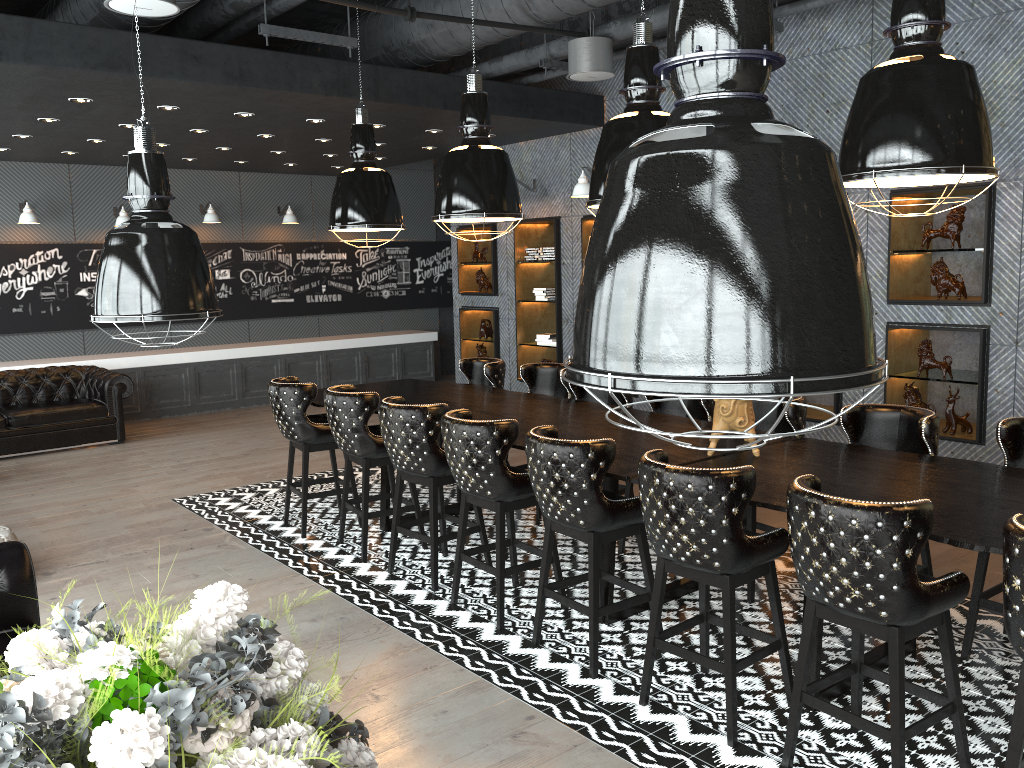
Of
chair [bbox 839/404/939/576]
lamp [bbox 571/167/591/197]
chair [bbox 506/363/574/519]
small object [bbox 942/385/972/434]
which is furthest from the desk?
lamp [bbox 571/167/591/197]

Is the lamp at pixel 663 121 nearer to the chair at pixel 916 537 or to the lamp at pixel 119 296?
the chair at pixel 916 537

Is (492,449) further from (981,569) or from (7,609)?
(981,569)

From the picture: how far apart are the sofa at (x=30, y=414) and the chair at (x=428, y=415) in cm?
565

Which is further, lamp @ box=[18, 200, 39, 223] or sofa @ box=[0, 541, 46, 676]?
lamp @ box=[18, 200, 39, 223]

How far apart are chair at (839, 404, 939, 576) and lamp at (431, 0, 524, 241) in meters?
2.3 m

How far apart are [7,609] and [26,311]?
8.7m

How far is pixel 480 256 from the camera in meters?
10.6

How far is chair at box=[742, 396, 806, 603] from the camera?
4.9m

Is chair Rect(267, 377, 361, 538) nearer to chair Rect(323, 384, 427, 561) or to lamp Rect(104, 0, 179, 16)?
chair Rect(323, 384, 427, 561)
